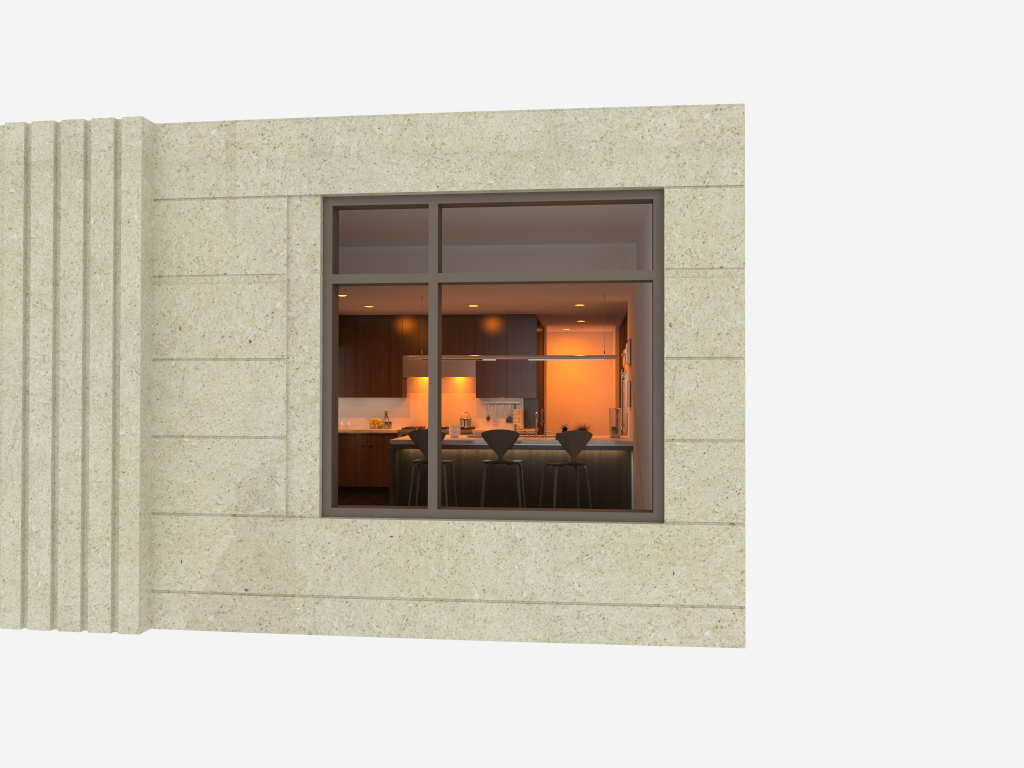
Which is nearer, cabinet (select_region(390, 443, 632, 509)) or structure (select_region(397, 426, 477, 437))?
cabinet (select_region(390, 443, 632, 509))

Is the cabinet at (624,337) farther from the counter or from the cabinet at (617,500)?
the cabinet at (617,500)

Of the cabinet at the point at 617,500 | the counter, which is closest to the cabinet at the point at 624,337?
the counter

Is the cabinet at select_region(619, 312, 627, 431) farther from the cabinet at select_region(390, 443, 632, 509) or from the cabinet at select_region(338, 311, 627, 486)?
the cabinet at select_region(390, 443, 632, 509)

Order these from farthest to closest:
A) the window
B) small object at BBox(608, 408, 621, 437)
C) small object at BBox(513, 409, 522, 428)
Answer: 1. small object at BBox(513, 409, 522, 428)
2. small object at BBox(608, 408, 621, 437)
3. the window

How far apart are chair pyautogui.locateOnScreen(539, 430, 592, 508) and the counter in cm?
29

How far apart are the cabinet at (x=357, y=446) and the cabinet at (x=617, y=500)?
2.43m

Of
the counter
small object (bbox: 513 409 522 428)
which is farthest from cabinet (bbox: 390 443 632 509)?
small object (bbox: 513 409 522 428)

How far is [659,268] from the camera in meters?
5.9 m

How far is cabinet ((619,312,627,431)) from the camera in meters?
12.9
